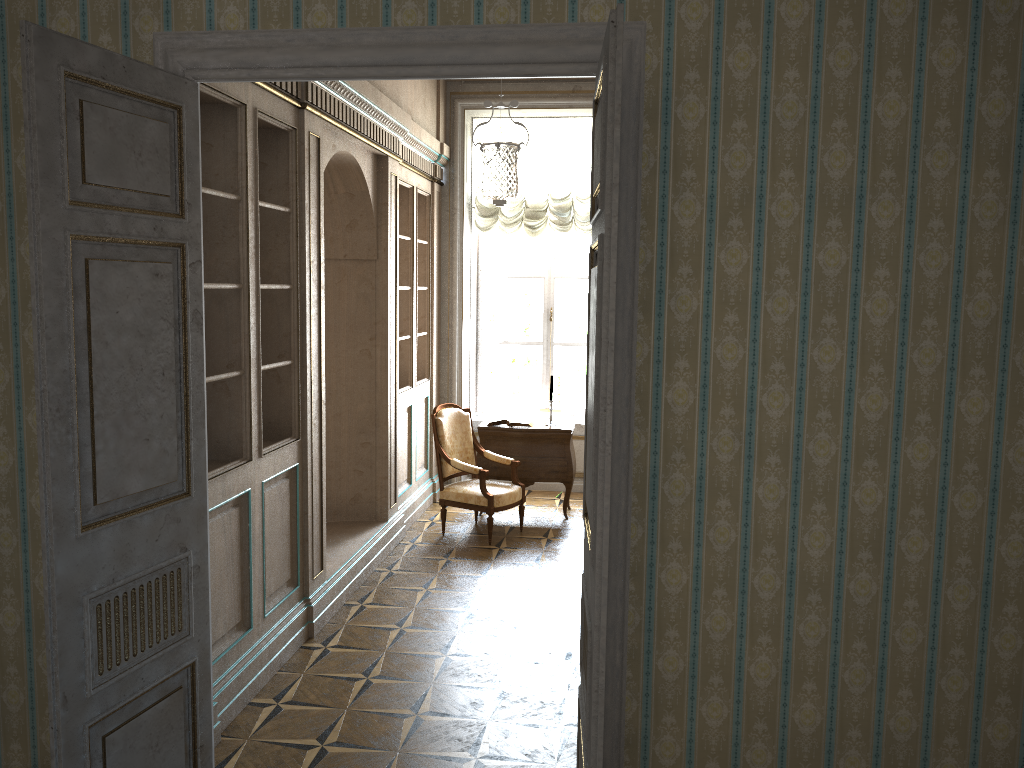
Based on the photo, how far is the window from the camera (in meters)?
8.73

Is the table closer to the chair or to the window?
the chair

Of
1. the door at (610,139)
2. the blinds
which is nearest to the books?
the blinds

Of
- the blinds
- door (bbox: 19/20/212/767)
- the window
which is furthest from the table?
door (bbox: 19/20/212/767)

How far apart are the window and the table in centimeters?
120cm

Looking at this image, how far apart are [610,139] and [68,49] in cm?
160

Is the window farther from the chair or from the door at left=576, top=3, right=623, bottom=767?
the door at left=576, top=3, right=623, bottom=767

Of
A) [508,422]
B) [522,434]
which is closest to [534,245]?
[508,422]

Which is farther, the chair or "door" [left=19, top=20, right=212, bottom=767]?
the chair

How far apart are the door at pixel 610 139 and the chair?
3.7 meters
